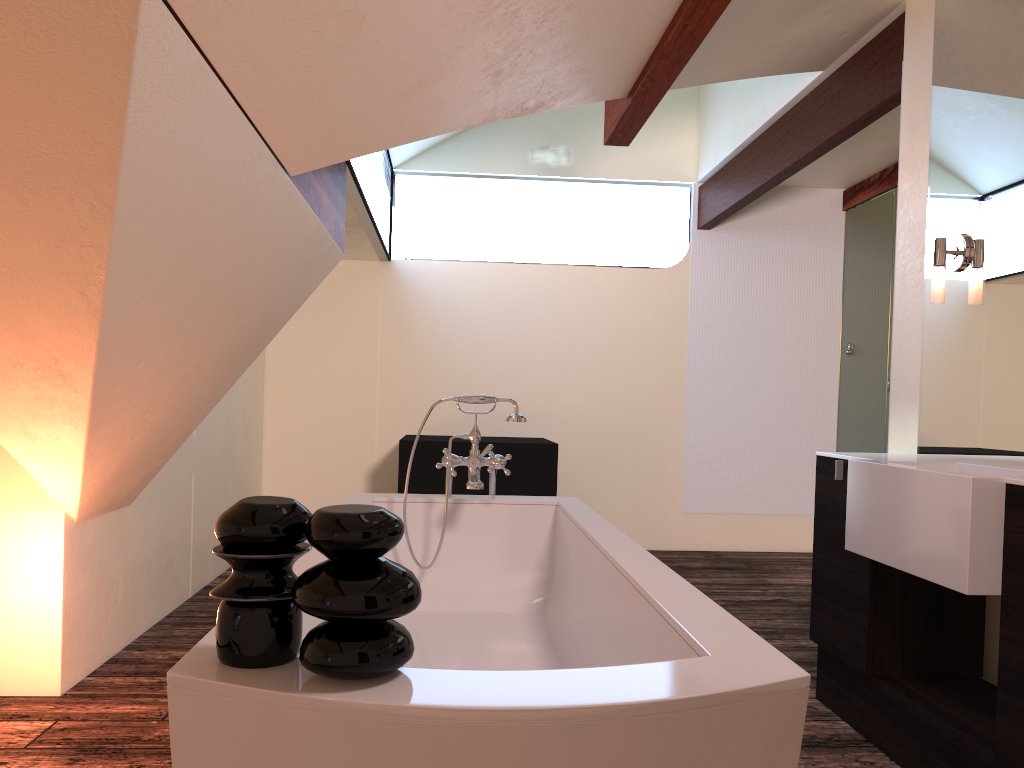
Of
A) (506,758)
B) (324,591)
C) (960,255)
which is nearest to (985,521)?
(960,255)

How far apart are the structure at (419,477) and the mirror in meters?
2.2

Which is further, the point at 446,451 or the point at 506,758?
the point at 446,451

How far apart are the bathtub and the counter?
0.7m

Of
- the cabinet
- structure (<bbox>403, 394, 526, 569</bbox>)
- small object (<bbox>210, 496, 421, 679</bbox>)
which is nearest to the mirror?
the cabinet

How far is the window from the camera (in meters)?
4.26

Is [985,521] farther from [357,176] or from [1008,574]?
[357,176]

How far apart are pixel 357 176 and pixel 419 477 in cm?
162

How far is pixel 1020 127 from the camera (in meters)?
2.60

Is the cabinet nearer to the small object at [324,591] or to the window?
the small object at [324,591]
